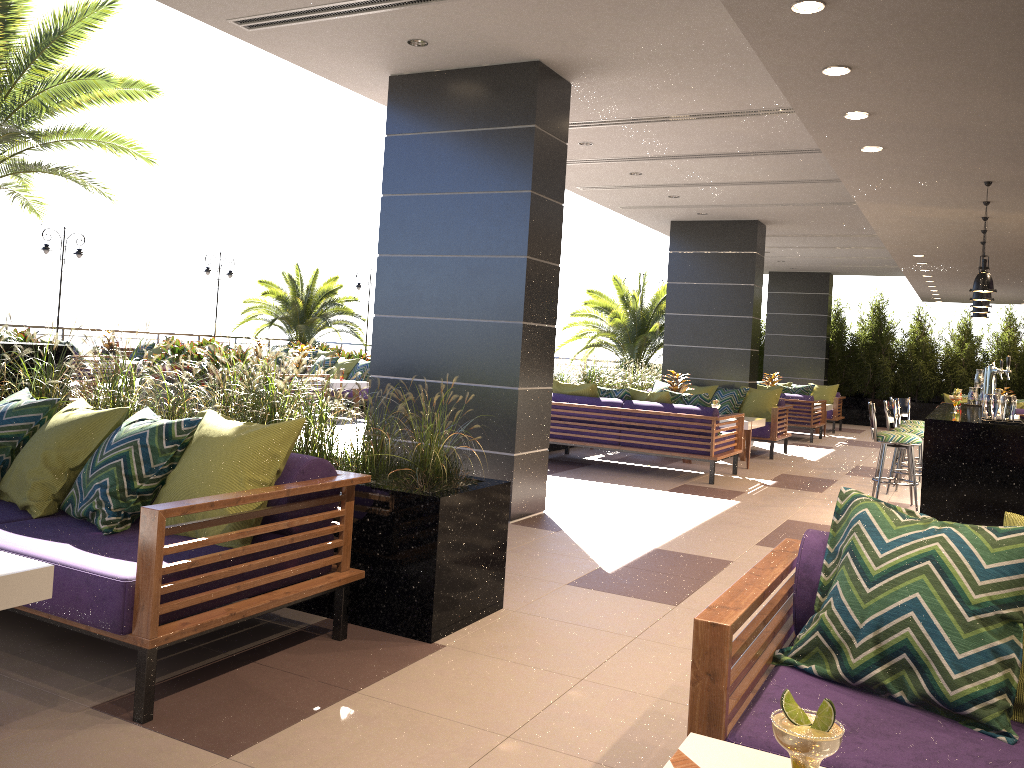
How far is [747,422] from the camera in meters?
10.2 m

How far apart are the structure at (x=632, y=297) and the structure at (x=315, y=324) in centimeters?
658cm

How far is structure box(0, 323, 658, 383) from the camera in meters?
19.7 m

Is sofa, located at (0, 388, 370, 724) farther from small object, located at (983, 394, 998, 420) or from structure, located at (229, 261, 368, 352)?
structure, located at (229, 261, 368, 352)

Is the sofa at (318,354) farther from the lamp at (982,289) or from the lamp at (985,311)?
the lamp at (982,289)

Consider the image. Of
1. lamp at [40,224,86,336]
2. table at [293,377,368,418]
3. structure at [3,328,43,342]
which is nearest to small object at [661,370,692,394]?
table at [293,377,368,418]

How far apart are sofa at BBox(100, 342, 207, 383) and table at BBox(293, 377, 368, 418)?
5.64m

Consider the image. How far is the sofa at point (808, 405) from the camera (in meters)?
14.39

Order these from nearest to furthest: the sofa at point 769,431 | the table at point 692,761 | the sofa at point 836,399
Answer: the table at point 692,761 → the sofa at point 769,431 → the sofa at point 836,399

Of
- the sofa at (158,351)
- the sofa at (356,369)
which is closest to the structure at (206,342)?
the sofa at (158,351)
